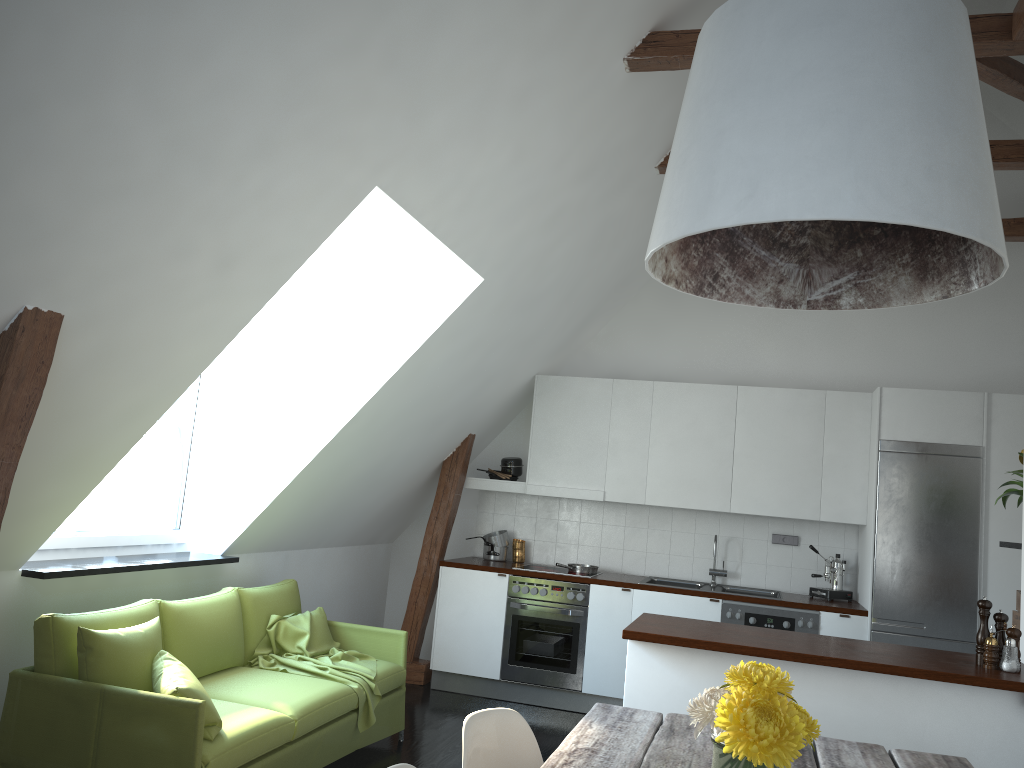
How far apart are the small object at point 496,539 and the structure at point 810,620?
1.81m

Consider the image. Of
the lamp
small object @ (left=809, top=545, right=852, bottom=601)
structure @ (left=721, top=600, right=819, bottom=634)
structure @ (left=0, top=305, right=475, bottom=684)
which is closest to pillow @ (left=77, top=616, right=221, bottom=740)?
structure @ (left=0, top=305, right=475, bottom=684)

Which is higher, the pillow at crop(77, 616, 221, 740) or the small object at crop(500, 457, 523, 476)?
the small object at crop(500, 457, 523, 476)

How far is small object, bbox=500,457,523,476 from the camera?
6.9 meters

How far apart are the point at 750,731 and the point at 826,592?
4.9 meters

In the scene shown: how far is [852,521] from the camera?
6.02m

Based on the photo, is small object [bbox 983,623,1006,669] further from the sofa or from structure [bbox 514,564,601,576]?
structure [bbox 514,564,601,576]

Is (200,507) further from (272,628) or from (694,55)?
(694,55)

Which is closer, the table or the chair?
the table

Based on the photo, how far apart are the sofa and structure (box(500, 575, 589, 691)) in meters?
1.3
